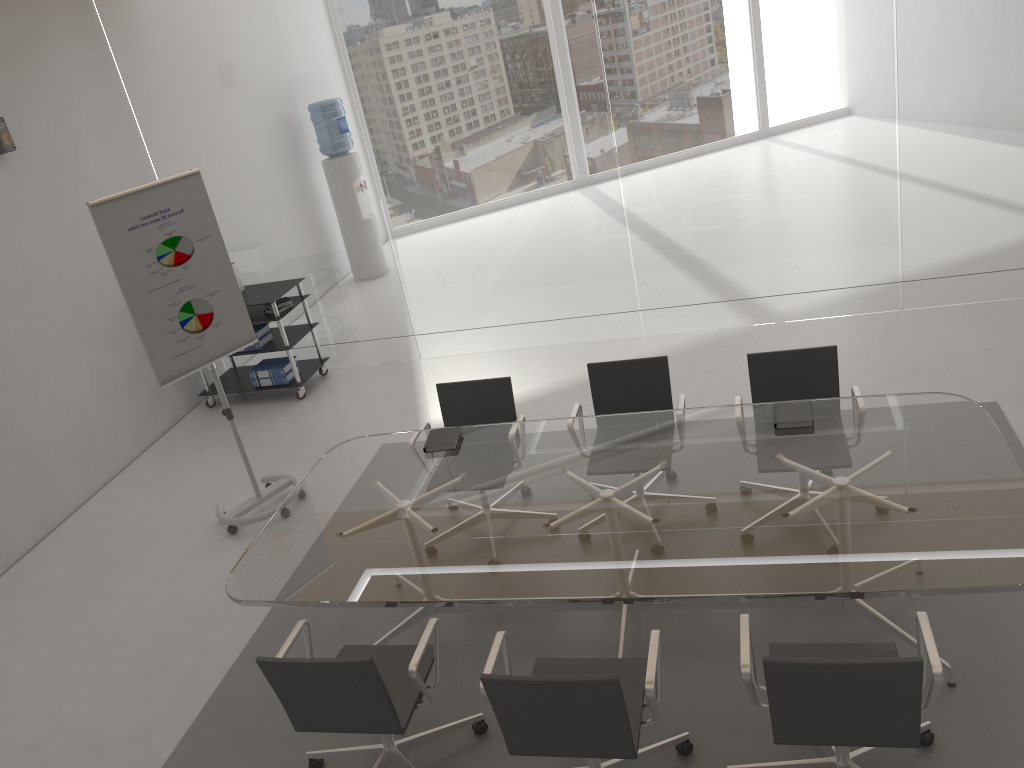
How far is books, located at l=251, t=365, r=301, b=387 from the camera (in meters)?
7.17

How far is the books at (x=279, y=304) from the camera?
7.0m

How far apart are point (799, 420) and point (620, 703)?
1.7m

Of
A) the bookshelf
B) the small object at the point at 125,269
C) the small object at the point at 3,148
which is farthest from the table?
the small object at the point at 3,148

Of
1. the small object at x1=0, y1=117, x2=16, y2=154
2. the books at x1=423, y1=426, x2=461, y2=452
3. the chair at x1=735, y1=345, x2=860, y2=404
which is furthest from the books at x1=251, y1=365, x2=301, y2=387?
the chair at x1=735, y1=345, x2=860, y2=404

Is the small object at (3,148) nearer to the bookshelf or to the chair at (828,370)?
the bookshelf

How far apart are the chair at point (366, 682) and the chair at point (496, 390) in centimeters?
148cm

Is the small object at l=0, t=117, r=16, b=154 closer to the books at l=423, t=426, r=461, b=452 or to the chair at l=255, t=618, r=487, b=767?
the books at l=423, t=426, r=461, b=452

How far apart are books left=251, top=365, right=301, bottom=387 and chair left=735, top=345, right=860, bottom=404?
4.1 meters

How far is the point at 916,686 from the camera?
2.4 meters
